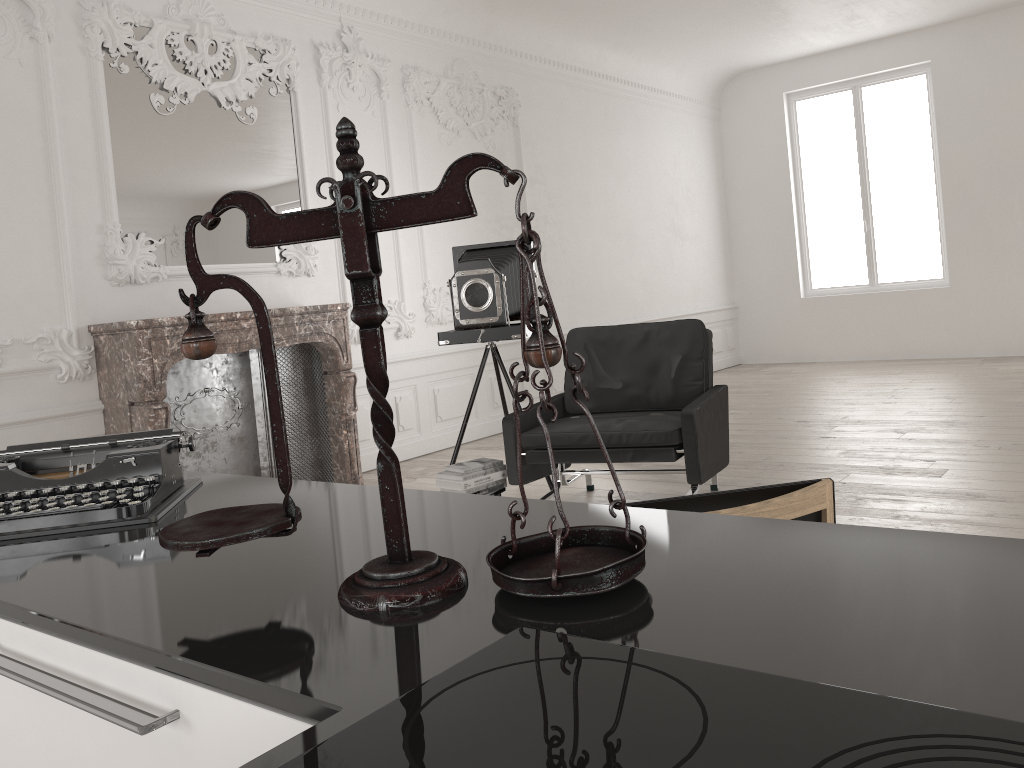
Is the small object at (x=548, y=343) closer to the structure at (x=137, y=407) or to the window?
the structure at (x=137, y=407)

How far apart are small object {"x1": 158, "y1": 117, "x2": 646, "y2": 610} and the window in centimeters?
1068cm

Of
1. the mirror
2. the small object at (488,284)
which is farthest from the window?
the mirror

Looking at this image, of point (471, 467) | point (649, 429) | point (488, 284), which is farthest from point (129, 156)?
point (649, 429)

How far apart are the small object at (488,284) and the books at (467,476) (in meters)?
0.88

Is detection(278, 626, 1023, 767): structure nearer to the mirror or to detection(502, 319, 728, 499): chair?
detection(502, 319, 728, 499): chair

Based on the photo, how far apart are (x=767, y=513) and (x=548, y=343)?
0.95m

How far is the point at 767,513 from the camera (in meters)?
1.64

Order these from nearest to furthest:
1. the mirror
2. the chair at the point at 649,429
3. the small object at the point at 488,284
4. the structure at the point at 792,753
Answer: the structure at the point at 792,753
the chair at the point at 649,429
the small object at the point at 488,284
the mirror

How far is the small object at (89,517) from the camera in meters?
1.3
